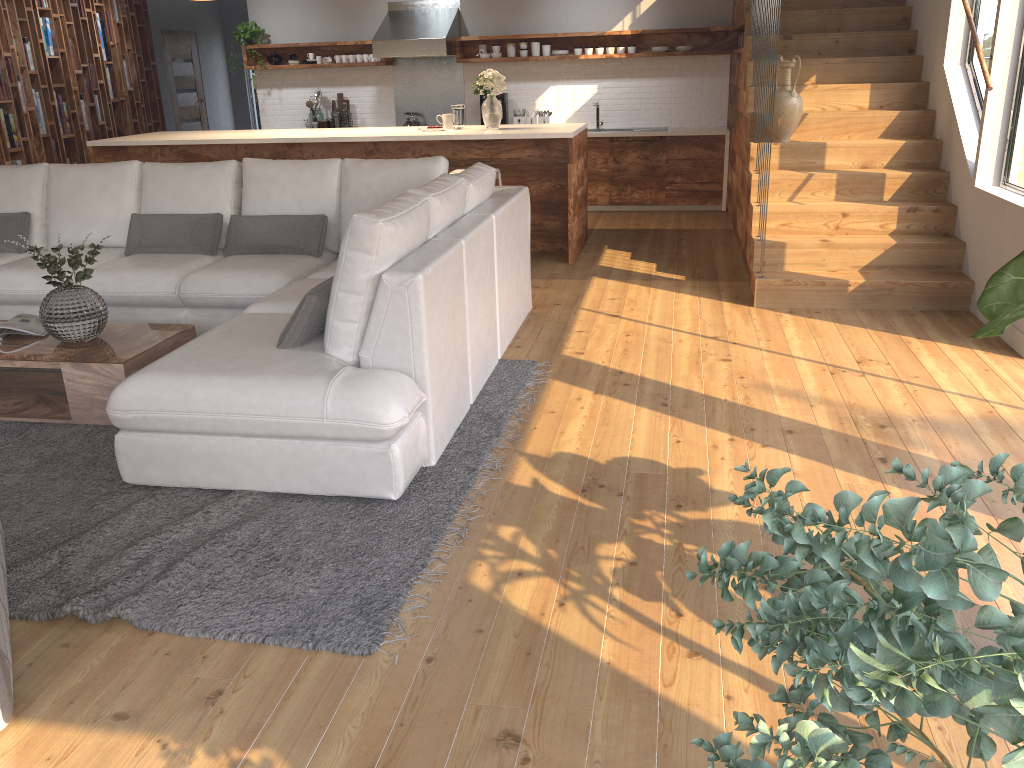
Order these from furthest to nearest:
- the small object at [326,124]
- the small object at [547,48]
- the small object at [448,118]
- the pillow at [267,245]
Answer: the small object at [326,124] → the small object at [547,48] → the small object at [448,118] → the pillow at [267,245]

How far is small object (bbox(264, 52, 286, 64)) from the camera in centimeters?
964cm

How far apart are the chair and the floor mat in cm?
13

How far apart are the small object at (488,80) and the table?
3.5 meters

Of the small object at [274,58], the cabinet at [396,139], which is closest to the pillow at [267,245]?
the cabinet at [396,139]

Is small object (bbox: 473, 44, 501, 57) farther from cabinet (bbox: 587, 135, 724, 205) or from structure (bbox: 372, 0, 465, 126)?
cabinet (bbox: 587, 135, 724, 205)

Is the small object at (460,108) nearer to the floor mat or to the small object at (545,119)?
the small object at (545,119)

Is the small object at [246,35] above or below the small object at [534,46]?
above

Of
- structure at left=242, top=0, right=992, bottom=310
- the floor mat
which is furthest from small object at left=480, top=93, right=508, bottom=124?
the floor mat

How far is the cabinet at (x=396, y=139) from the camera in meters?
6.7
